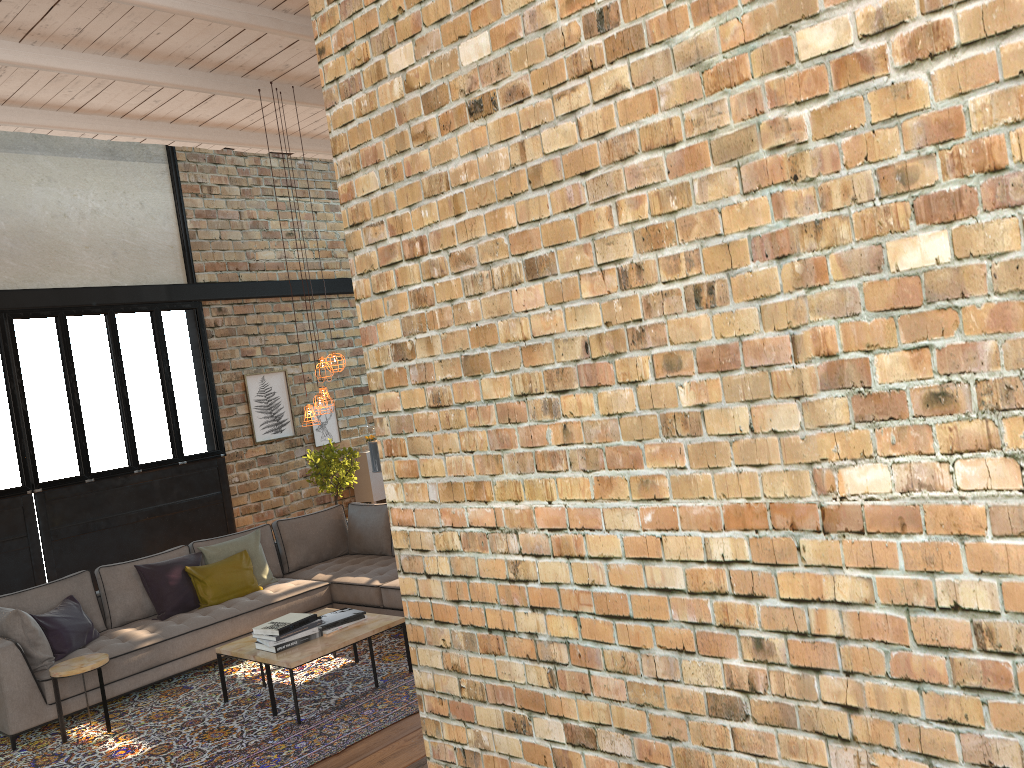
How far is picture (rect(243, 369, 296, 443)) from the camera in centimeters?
1114cm

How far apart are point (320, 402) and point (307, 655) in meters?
1.8 m

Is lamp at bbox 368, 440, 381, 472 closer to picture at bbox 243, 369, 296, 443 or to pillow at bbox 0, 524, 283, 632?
pillow at bbox 0, 524, 283, 632

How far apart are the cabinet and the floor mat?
4.91m

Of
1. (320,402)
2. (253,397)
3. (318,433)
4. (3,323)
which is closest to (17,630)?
(320,402)

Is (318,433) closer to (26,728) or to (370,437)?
(370,437)

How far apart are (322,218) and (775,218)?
11.4m

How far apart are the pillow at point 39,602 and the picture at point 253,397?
3.3m

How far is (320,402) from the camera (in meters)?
6.43

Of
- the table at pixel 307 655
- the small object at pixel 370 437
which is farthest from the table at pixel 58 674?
the small object at pixel 370 437
